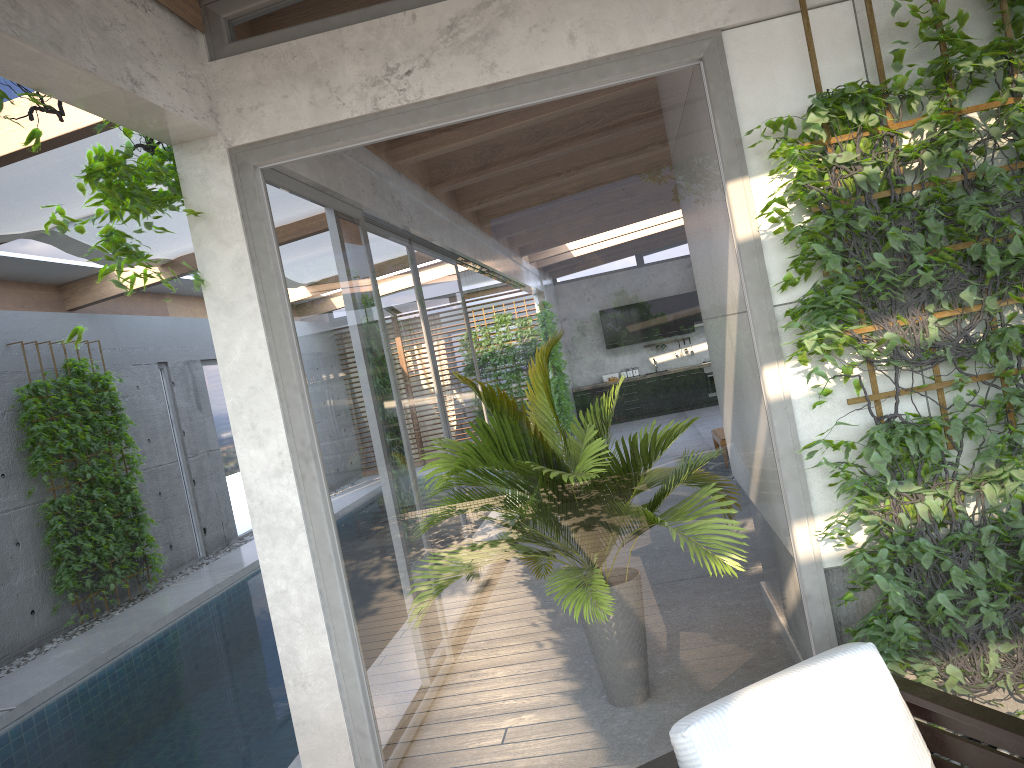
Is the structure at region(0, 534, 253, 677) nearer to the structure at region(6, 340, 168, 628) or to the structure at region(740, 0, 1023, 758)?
the structure at region(6, 340, 168, 628)

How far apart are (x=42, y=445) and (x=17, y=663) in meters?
1.9

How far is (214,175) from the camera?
3.3m

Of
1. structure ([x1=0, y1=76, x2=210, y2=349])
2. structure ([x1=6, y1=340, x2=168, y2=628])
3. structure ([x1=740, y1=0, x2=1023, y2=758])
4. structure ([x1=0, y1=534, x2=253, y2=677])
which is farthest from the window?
structure ([x1=6, y1=340, x2=168, y2=628])

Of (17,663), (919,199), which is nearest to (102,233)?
(919,199)

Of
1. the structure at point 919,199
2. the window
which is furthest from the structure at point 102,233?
the structure at point 919,199

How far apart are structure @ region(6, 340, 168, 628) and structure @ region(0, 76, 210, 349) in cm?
535

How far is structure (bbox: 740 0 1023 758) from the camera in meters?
2.8 m

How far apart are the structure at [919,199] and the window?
0.1m

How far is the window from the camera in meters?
3.1 m
